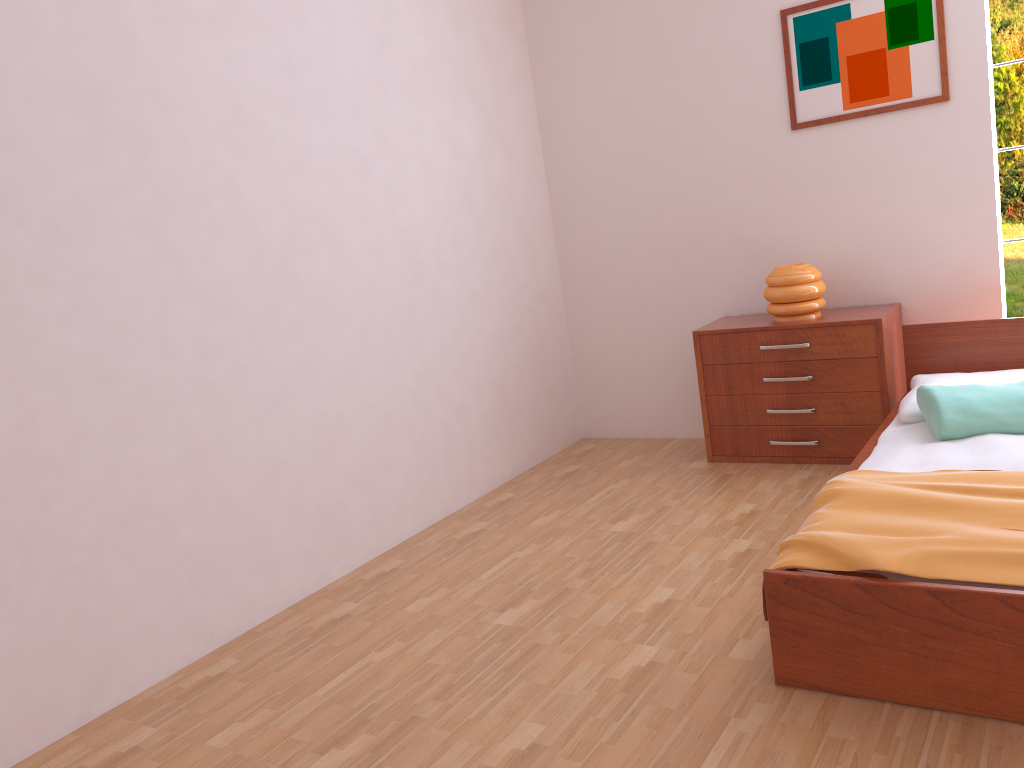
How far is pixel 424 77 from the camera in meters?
3.9 m

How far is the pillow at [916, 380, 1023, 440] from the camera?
2.82m

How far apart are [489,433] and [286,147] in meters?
1.6 m

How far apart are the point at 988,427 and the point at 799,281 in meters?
1.2

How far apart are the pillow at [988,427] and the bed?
0.0m

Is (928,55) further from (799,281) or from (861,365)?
(861,365)

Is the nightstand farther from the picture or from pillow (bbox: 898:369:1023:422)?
the picture

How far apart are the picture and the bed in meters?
0.9 m

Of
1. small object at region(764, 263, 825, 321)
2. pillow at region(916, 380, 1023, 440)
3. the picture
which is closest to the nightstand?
small object at region(764, 263, 825, 321)

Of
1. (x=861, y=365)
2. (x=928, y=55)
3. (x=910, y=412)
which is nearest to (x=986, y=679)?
(x=910, y=412)
